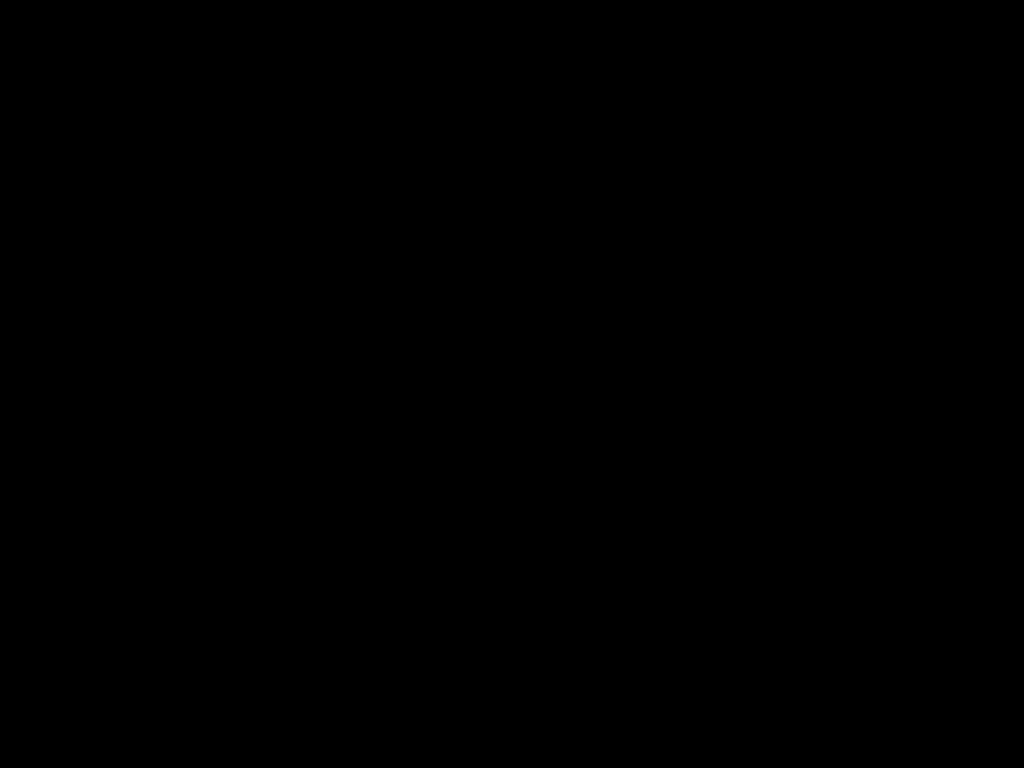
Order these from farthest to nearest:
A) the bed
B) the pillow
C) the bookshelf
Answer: the pillow, the bookshelf, the bed

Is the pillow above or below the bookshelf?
above

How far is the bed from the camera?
0.4 meters

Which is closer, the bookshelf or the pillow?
the bookshelf

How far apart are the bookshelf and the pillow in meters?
0.0 m

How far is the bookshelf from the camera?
1.3 meters

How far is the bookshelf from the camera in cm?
131

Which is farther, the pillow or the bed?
the pillow

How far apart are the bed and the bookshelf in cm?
1

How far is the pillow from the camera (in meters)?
1.47
